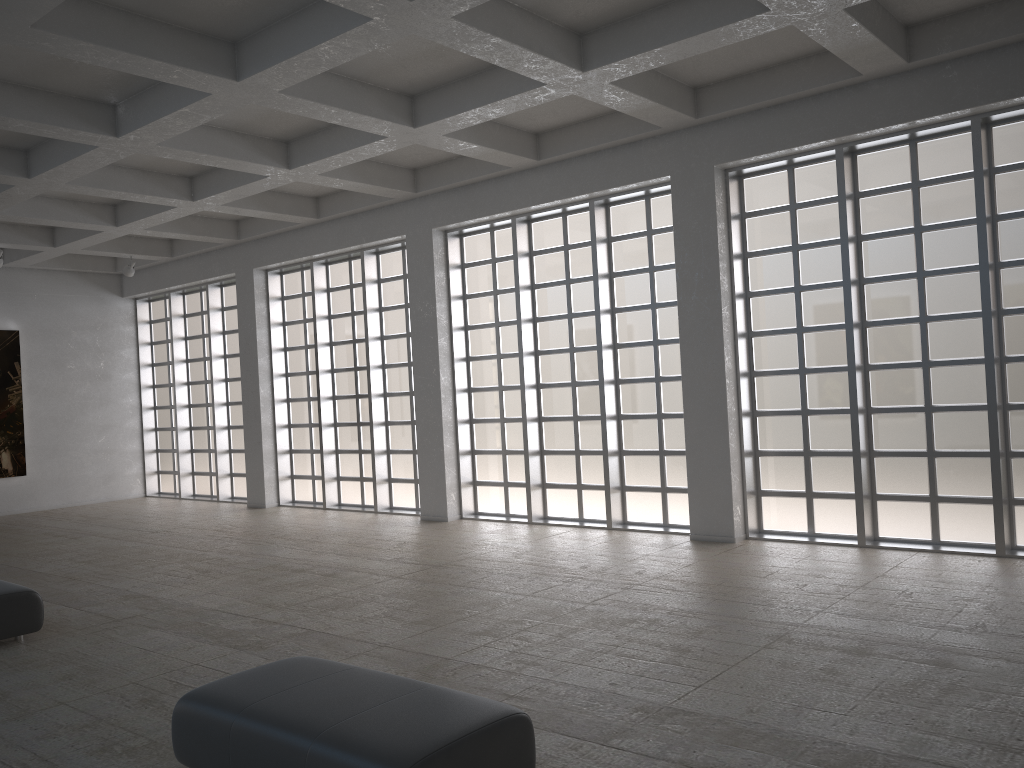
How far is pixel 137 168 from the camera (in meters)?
21.56
